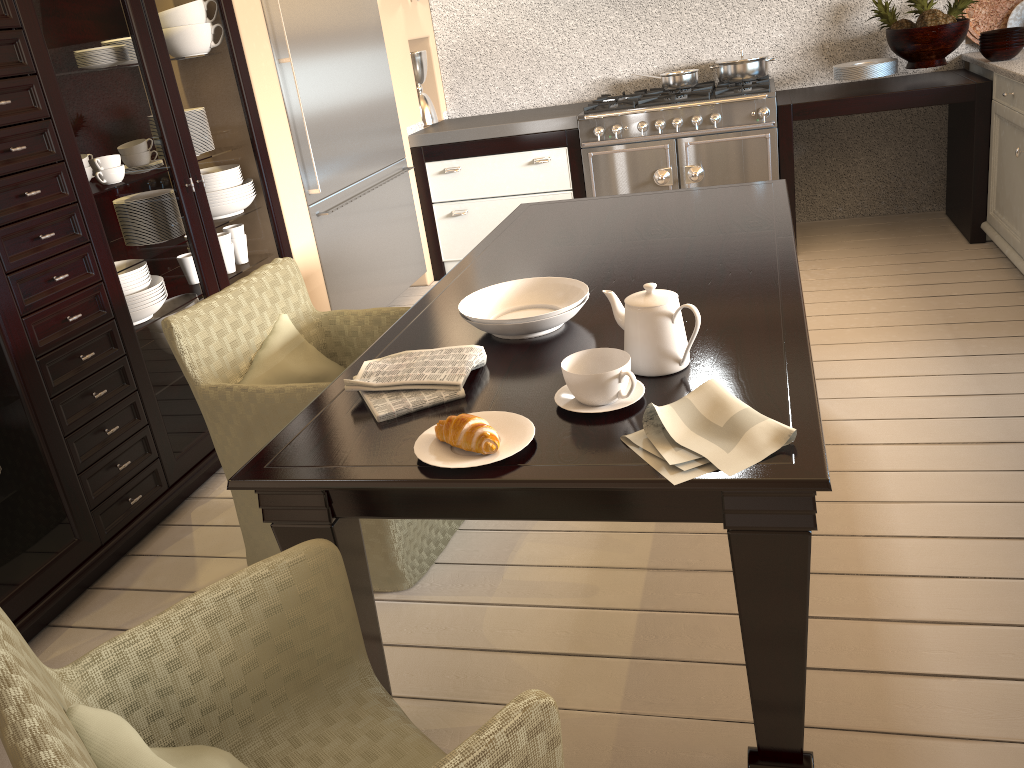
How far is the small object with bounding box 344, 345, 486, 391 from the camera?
1.61m

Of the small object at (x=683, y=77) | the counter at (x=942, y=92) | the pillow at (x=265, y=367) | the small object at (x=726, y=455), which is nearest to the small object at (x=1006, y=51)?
the counter at (x=942, y=92)

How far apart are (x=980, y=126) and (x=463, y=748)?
3.9 meters

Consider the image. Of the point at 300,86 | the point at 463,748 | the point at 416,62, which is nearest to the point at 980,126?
the point at 416,62

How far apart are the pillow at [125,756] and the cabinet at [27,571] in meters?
1.2

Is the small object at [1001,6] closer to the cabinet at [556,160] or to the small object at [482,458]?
the cabinet at [556,160]

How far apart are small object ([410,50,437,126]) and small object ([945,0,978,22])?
2.6m

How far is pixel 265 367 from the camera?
2.24m

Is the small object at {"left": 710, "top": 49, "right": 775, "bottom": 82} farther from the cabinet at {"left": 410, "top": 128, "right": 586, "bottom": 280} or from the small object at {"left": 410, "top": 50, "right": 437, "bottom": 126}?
the small object at {"left": 410, "top": 50, "right": 437, "bottom": 126}

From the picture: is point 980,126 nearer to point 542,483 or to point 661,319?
point 661,319
